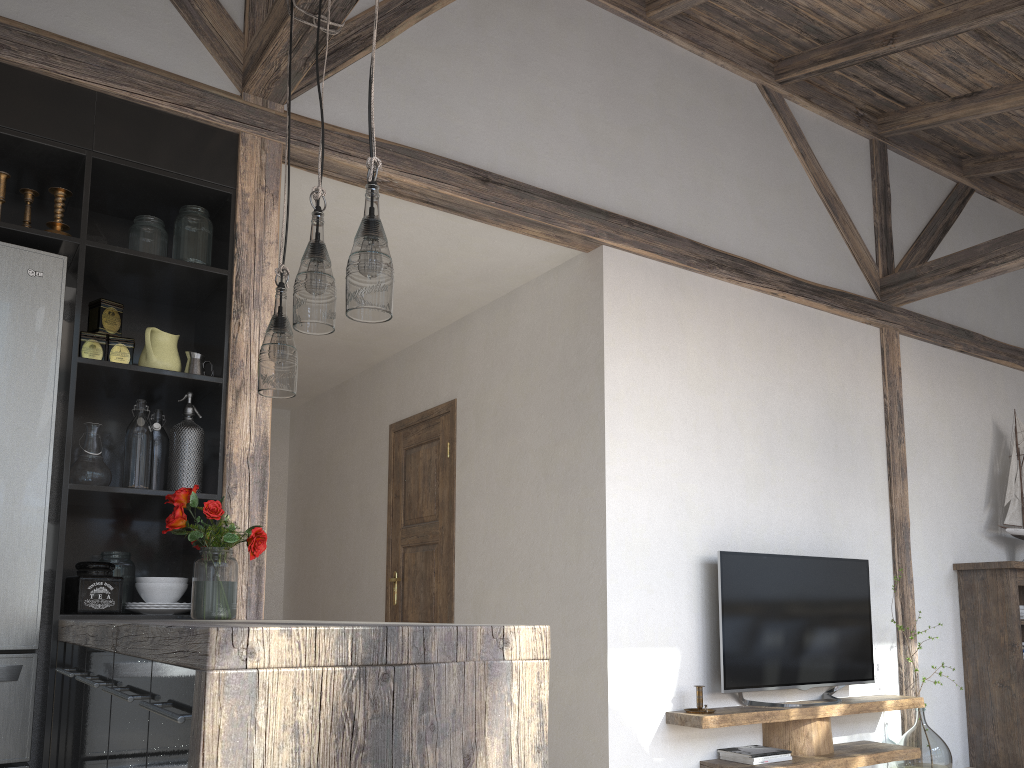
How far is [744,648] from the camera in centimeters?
388cm

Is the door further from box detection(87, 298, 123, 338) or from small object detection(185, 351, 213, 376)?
box detection(87, 298, 123, 338)

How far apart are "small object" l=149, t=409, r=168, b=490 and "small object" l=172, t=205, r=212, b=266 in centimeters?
53cm

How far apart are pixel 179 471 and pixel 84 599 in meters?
0.5 m

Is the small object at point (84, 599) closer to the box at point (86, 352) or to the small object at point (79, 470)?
the small object at point (79, 470)

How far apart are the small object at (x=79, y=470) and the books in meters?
2.7

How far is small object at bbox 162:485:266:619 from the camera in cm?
259

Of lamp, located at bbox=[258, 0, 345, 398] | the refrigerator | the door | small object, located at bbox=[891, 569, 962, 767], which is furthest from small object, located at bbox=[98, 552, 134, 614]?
small object, located at bbox=[891, 569, 962, 767]

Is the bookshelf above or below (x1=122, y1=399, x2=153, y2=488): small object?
below

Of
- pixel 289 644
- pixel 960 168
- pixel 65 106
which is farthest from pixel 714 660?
pixel 960 168
